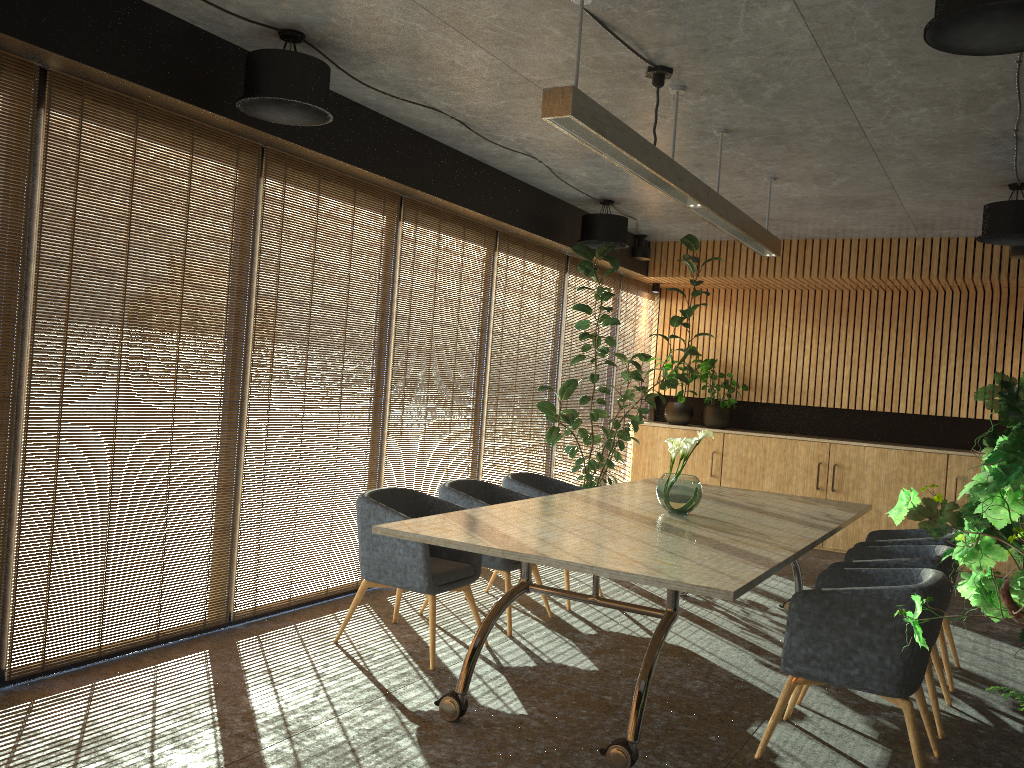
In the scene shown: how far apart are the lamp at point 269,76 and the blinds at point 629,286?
6.41m

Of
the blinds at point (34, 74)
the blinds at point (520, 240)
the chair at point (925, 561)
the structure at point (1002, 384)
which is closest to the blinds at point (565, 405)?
the blinds at point (520, 240)

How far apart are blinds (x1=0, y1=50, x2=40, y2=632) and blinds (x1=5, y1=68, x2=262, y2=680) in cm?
7

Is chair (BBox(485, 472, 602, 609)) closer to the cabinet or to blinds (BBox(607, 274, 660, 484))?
the cabinet

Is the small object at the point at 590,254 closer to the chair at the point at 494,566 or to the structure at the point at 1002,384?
the chair at the point at 494,566

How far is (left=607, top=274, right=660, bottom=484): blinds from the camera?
11.0m

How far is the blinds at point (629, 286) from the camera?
11.0 meters

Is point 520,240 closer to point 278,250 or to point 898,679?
point 278,250

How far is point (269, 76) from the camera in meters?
4.6

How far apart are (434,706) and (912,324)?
8.24m
